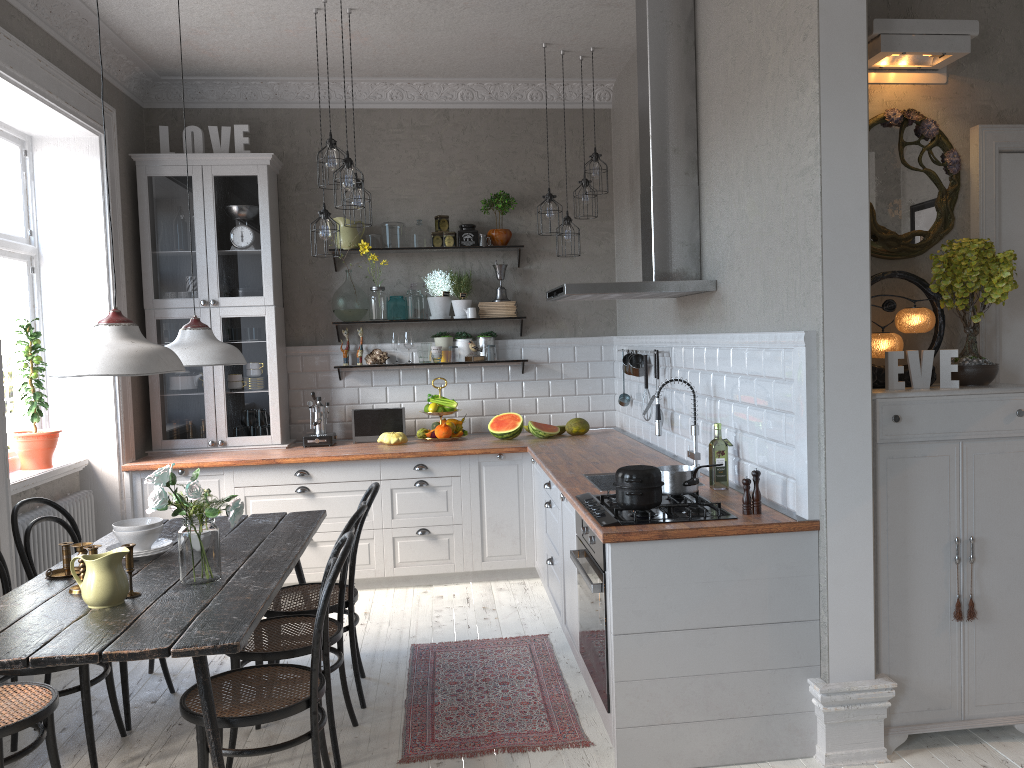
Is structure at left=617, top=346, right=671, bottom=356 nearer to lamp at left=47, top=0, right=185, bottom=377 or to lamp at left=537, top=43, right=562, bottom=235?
lamp at left=537, top=43, right=562, bottom=235

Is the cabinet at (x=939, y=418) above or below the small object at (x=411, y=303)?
below

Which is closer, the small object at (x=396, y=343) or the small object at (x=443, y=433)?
the small object at (x=443, y=433)

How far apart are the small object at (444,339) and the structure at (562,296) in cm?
173

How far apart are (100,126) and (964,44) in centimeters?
449cm

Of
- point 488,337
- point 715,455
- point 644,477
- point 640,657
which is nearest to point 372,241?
point 488,337

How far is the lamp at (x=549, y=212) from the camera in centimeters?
534cm

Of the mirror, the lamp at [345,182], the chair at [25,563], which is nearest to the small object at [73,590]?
the chair at [25,563]

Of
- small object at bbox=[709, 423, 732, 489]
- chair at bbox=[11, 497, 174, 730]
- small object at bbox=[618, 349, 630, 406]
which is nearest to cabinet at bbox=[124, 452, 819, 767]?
small object at bbox=[709, 423, 732, 489]

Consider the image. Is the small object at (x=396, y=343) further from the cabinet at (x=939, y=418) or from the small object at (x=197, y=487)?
the cabinet at (x=939, y=418)
